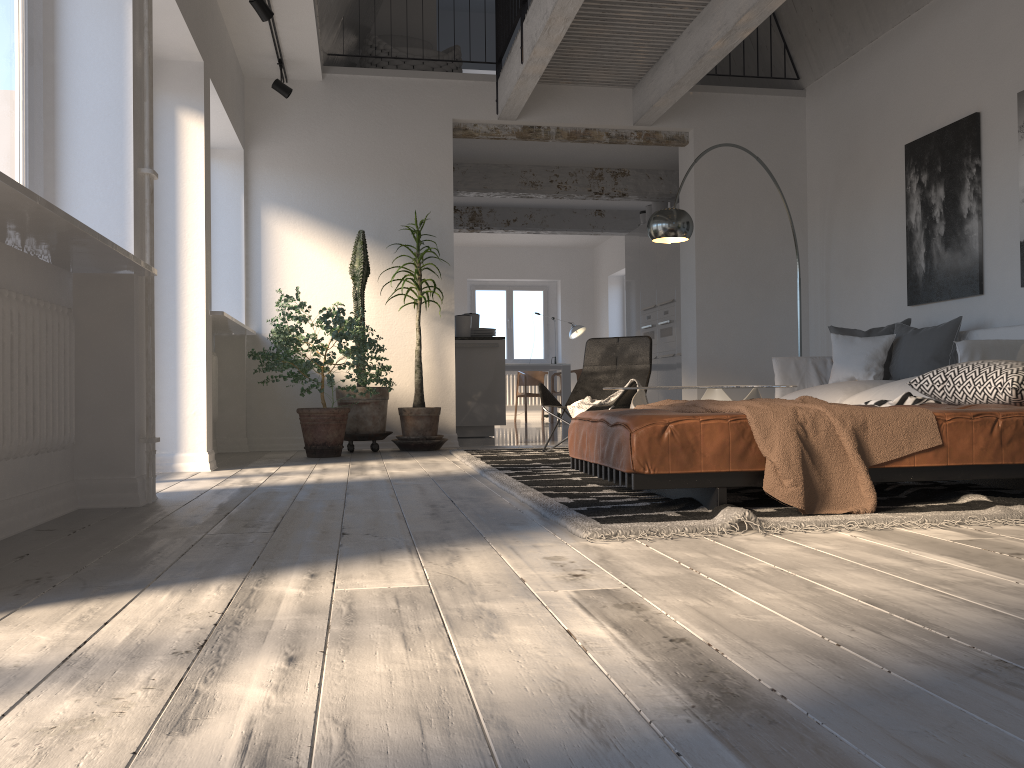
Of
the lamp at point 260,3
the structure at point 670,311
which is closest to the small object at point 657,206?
the structure at point 670,311

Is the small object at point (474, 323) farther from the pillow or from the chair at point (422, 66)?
the pillow

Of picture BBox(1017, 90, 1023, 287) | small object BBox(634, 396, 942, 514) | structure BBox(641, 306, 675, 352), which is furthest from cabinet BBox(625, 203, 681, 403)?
small object BBox(634, 396, 942, 514)

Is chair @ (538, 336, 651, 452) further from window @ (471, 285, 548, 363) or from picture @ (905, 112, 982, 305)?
window @ (471, 285, 548, 363)

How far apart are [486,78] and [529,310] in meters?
8.1

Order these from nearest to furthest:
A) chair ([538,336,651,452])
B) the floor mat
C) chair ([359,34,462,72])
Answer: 1. the floor mat
2. chair ([538,336,651,452])
3. chair ([359,34,462,72])

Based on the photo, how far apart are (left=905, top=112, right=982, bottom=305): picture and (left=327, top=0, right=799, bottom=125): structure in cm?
153

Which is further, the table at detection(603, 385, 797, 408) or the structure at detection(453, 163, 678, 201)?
the structure at detection(453, 163, 678, 201)

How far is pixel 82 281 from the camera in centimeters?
348cm

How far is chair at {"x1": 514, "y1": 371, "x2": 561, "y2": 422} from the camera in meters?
13.5
